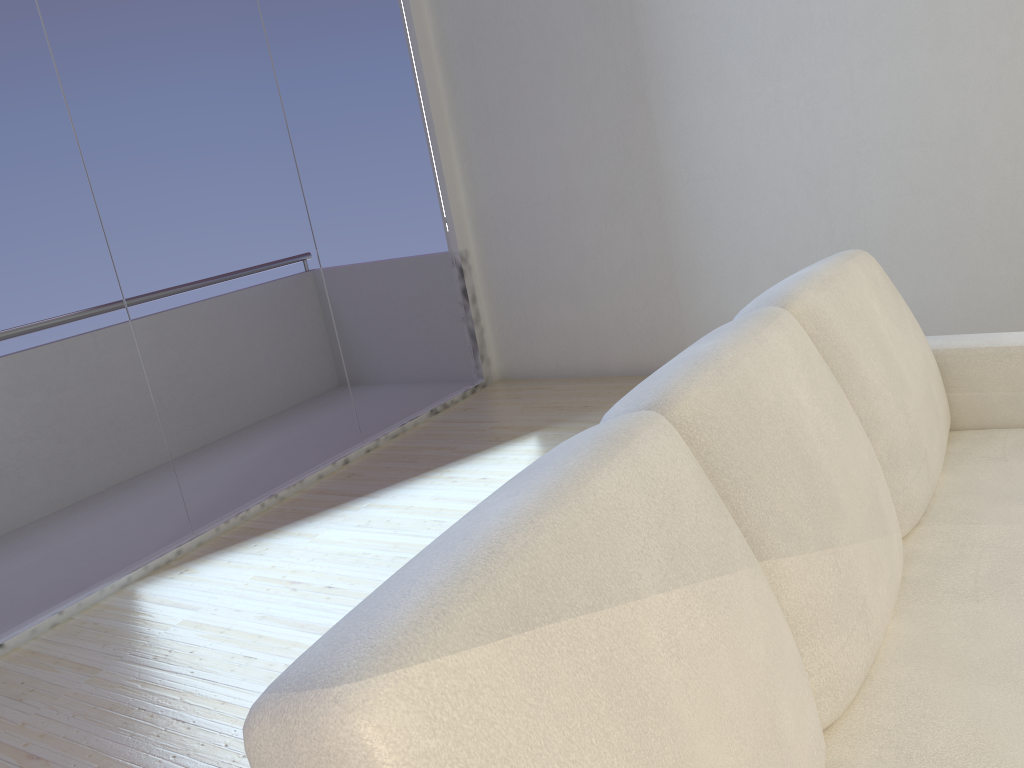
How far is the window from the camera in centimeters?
293cm

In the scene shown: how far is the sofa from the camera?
0.7m

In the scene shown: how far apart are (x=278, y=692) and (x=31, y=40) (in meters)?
2.98

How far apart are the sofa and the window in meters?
2.4

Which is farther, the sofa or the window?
the window

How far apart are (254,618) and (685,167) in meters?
2.8 m

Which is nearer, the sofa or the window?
the sofa

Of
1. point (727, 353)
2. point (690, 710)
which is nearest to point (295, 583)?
point (727, 353)

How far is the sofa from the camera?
0.7m

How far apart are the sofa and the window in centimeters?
237cm
